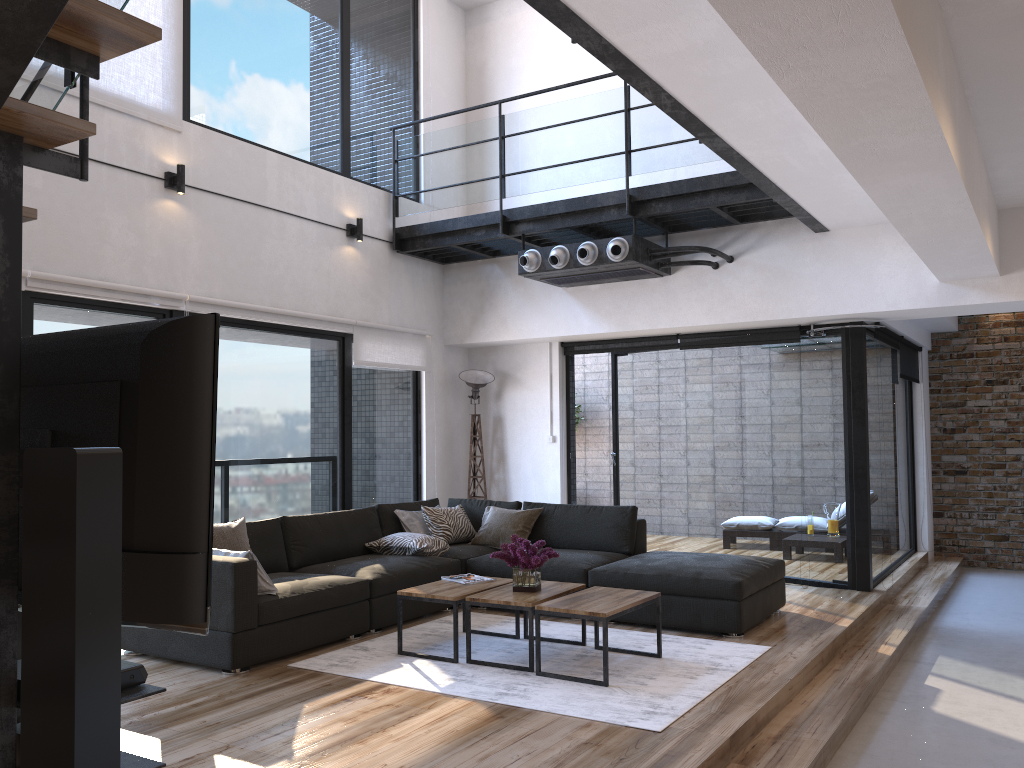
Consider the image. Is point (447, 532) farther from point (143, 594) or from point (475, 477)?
point (143, 594)

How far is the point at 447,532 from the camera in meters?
6.7

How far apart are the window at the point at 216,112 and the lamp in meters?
0.4

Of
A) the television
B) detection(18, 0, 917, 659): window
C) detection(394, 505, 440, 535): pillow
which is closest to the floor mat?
detection(394, 505, 440, 535): pillow

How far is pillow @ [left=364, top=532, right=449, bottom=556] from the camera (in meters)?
6.14

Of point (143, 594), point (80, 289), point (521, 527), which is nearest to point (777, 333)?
point (521, 527)

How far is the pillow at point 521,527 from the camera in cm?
662

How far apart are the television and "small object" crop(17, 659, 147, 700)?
0.22m

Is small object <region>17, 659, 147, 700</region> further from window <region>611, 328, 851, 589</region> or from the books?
window <region>611, 328, 851, 589</region>

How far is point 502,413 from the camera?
8.32m
